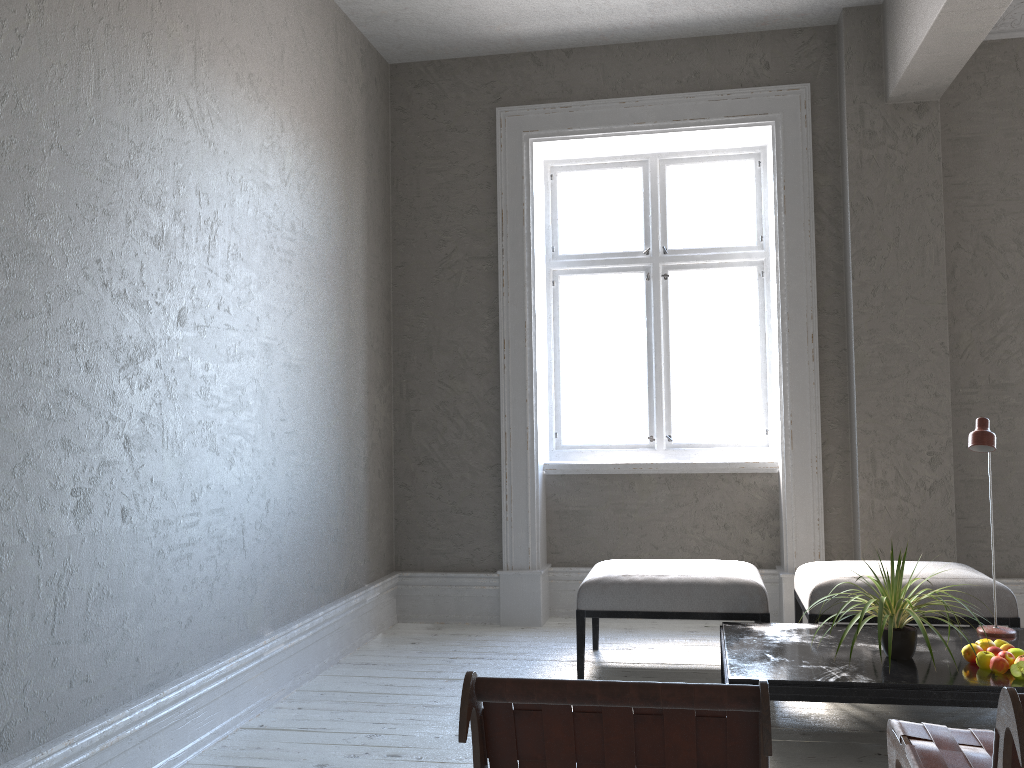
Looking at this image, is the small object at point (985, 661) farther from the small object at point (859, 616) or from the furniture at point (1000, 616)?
the furniture at point (1000, 616)

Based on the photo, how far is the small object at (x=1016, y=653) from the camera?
2.9m

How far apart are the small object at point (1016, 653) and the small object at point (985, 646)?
0.1m

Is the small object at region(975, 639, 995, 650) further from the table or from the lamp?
the lamp

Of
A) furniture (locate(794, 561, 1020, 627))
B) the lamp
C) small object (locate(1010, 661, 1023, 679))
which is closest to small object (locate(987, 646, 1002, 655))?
small object (locate(1010, 661, 1023, 679))

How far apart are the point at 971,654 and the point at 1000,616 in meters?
0.7

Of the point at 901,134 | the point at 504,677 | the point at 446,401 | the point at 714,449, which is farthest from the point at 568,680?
the point at 901,134

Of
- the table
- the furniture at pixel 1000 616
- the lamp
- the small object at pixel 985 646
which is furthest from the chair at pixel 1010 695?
the furniture at pixel 1000 616

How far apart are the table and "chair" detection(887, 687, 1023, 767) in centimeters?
59cm

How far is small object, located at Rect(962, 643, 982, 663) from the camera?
2.95m
